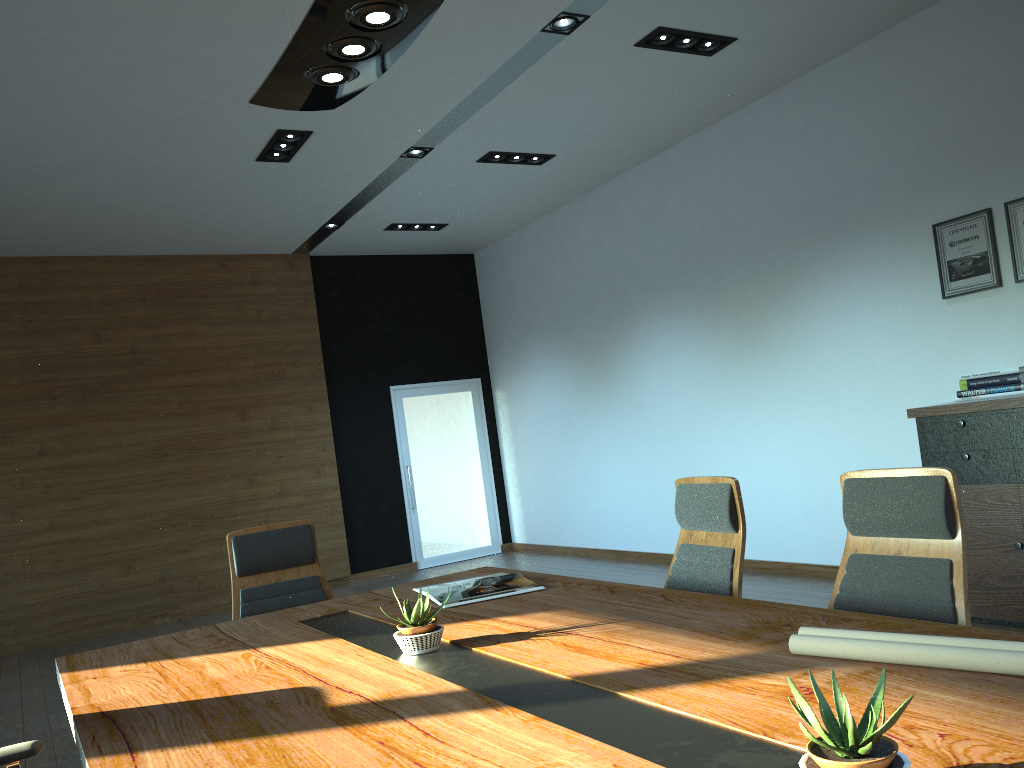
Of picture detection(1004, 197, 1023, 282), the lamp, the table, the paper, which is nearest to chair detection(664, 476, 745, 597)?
the table

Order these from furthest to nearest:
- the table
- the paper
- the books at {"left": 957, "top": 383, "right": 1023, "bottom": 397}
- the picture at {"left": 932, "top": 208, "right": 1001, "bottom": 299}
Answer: the picture at {"left": 932, "top": 208, "right": 1001, "bottom": 299} → the books at {"left": 957, "top": 383, "right": 1023, "bottom": 397} → the paper → the table

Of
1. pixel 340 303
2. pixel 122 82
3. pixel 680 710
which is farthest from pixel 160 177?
pixel 680 710

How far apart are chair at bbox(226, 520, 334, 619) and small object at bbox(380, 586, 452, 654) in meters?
1.6

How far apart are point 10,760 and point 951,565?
2.7m

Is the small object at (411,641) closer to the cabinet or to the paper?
the paper

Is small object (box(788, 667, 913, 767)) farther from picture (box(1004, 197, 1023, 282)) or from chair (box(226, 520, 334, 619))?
picture (box(1004, 197, 1023, 282))

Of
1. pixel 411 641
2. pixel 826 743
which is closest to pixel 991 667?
pixel 826 743

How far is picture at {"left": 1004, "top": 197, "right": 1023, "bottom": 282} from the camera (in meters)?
5.25

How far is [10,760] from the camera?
2.45m
